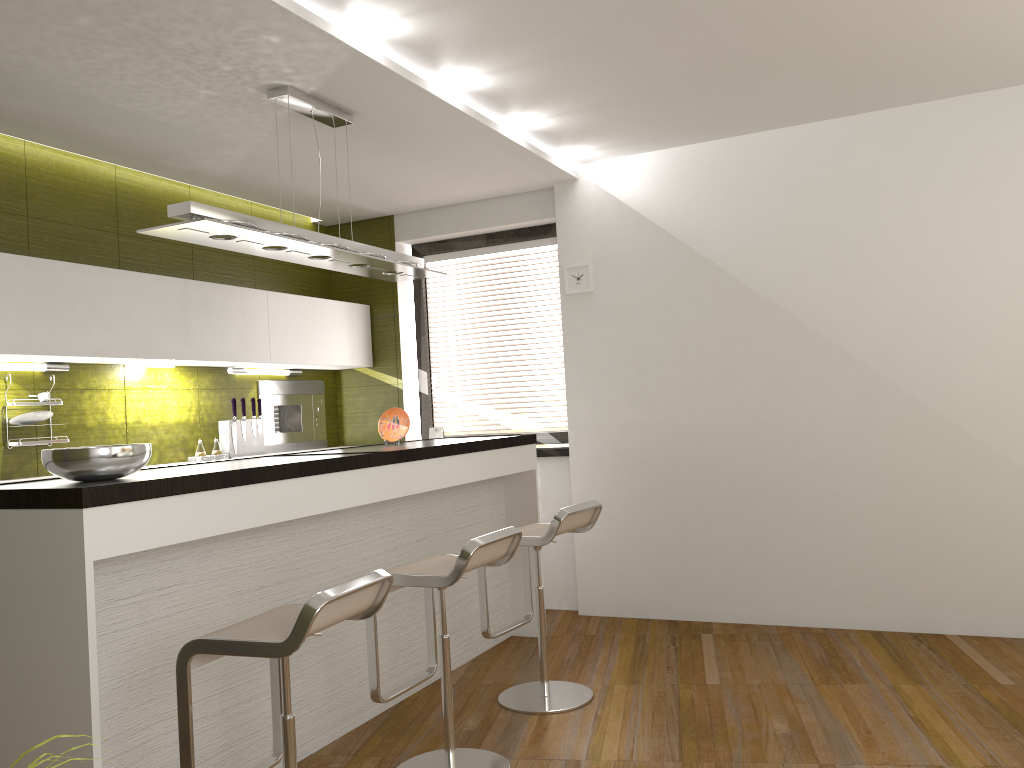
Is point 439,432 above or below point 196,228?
below

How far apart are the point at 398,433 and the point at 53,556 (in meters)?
2.30

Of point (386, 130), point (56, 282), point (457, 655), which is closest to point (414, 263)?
point (386, 130)

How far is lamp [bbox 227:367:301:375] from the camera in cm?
529

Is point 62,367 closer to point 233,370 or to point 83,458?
point 233,370

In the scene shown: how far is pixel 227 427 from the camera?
5.2 meters

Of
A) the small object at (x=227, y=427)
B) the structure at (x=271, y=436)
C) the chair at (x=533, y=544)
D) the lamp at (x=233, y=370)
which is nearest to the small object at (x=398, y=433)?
the chair at (x=533, y=544)

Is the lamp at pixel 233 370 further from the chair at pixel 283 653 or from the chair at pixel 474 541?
the chair at pixel 283 653

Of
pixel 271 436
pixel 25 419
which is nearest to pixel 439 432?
pixel 271 436

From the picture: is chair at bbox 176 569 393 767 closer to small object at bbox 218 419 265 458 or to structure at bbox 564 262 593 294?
small object at bbox 218 419 265 458
